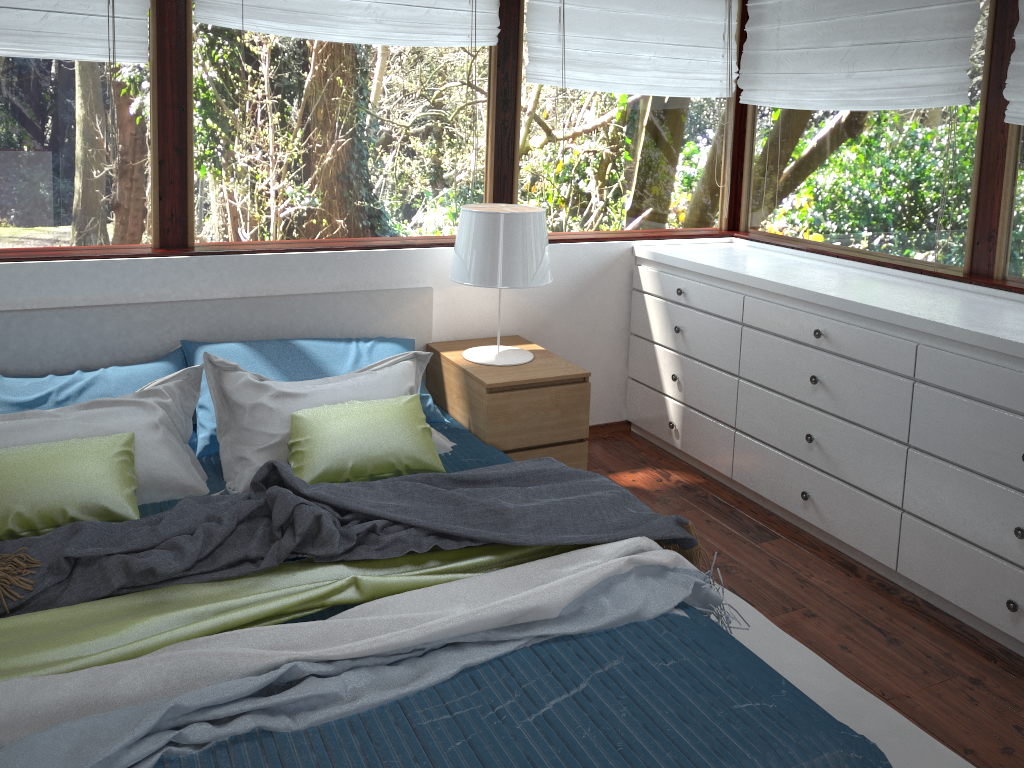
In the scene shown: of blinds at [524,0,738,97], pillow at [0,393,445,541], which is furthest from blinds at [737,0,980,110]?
pillow at [0,393,445,541]

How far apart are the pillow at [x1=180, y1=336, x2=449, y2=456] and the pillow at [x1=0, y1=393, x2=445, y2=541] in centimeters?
33cm

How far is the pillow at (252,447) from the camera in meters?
2.8 m

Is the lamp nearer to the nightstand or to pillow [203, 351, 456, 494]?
the nightstand

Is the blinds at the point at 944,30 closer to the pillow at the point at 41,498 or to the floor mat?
the floor mat

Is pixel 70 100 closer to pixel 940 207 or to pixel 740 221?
pixel 740 221

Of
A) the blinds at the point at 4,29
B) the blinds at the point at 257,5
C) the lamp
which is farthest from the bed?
the blinds at the point at 257,5

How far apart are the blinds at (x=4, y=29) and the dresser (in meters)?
2.13

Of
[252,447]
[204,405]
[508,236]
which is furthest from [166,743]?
[508,236]

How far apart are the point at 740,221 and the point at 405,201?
1.74m
